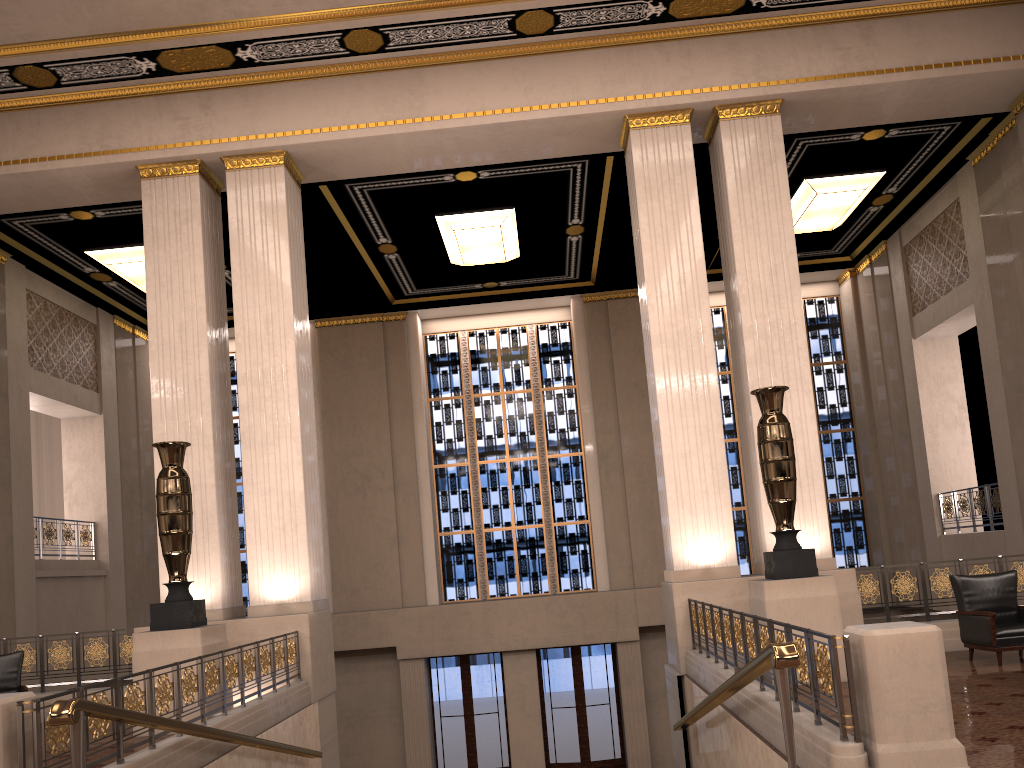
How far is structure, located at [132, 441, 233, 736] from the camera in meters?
8.1

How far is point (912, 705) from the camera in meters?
4.3 m

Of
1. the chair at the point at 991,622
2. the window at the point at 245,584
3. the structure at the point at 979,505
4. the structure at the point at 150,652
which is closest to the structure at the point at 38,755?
the structure at the point at 150,652

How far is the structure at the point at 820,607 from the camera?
7.89m

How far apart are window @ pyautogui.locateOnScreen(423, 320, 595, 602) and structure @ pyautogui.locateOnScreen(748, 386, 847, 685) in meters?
8.5 m

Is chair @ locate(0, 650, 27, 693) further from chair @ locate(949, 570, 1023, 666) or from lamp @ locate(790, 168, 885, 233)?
lamp @ locate(790, 168, 885, 233)

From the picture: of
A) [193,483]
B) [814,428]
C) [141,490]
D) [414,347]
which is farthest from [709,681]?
[141,490]

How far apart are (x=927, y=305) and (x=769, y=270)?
5.54m

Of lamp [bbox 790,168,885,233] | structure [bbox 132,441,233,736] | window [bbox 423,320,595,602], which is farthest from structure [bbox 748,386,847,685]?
window [bbox 423,320,595,602]

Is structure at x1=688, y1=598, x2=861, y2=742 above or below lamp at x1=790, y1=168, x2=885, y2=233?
below
